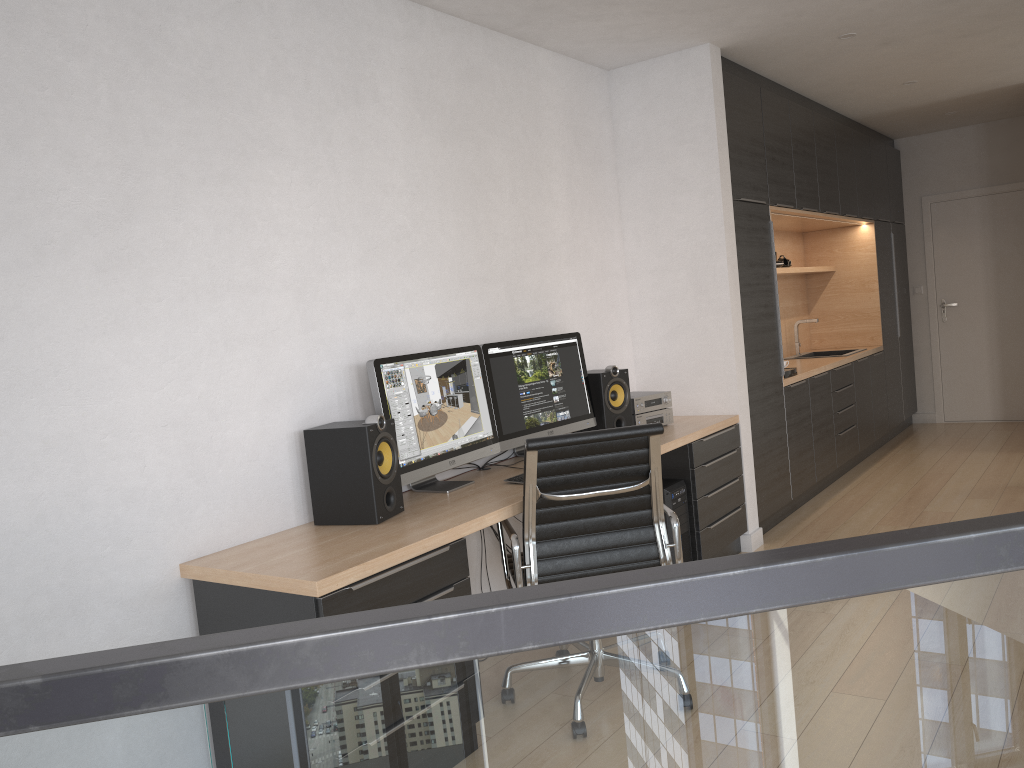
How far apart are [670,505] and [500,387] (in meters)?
1.01

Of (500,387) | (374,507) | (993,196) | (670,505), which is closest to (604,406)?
(670,505)

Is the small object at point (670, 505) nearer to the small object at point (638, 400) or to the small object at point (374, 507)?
the small object at point (638, 400)

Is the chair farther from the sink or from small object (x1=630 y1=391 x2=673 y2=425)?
the sink

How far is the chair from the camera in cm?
288

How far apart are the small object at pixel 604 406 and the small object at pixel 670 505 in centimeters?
35cm

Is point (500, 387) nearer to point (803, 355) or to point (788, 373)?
point (788, 373)

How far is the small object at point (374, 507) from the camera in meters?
2.9

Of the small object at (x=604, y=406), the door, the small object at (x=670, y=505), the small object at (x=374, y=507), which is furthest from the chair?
the door

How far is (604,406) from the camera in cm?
428
